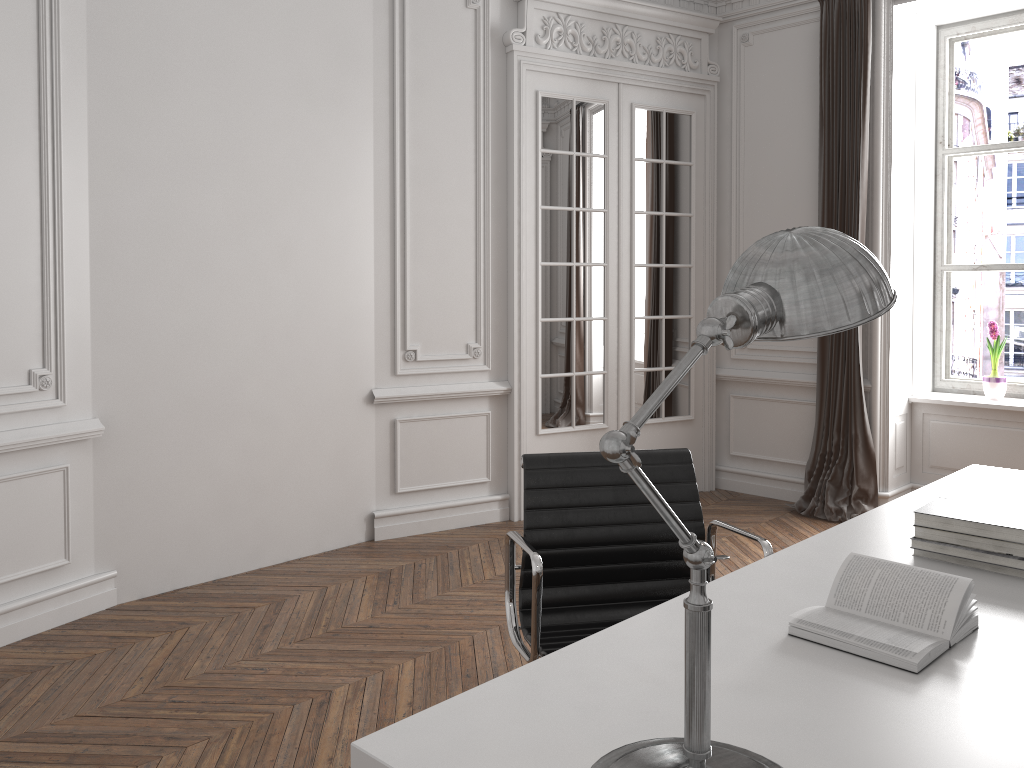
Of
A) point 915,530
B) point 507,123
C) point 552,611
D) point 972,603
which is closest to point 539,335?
point 507,123

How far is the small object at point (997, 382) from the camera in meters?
5.2 m

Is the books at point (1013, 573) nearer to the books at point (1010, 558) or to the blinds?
the books at point (1010, 558)

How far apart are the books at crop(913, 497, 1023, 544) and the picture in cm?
379

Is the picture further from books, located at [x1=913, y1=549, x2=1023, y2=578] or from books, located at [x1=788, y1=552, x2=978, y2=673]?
books, located at [x1=788, y1=552, x2=978, y2=673]

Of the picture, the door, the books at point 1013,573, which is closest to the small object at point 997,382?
the picture

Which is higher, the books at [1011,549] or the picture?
the picture

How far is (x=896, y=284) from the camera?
5.2 meters

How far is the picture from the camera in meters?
5.5

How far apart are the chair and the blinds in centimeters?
305cm
